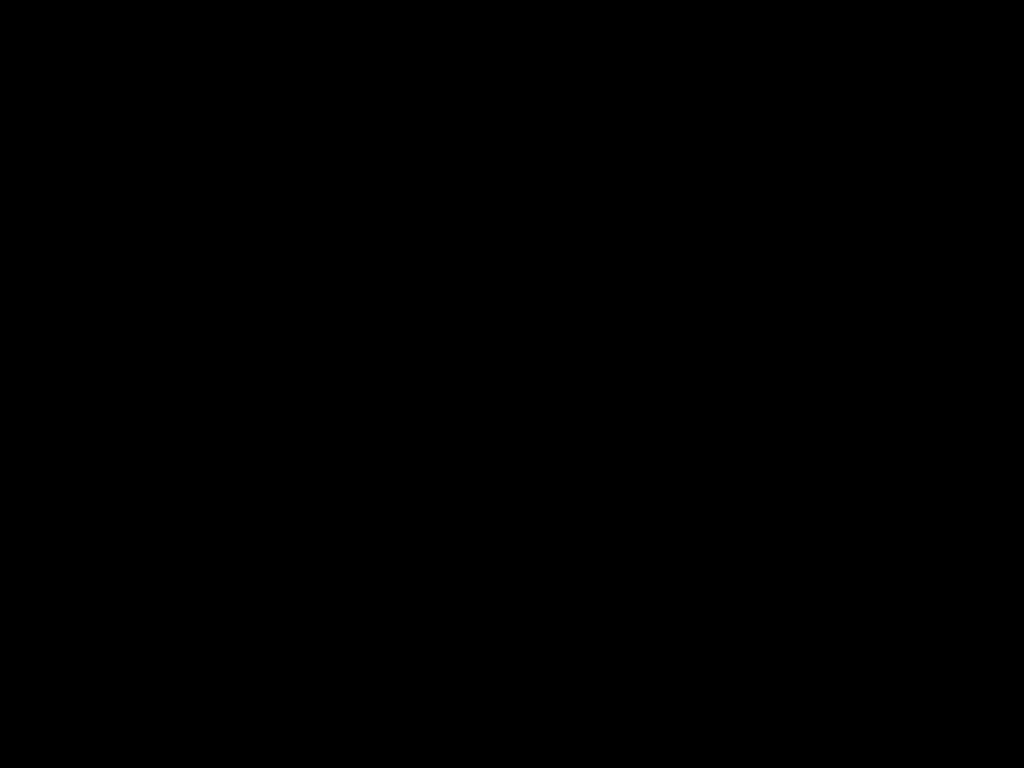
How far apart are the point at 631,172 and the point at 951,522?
0.5m

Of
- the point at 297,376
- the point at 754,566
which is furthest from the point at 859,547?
the point at 297,376

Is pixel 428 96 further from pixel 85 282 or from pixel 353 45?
pixel 85 282
